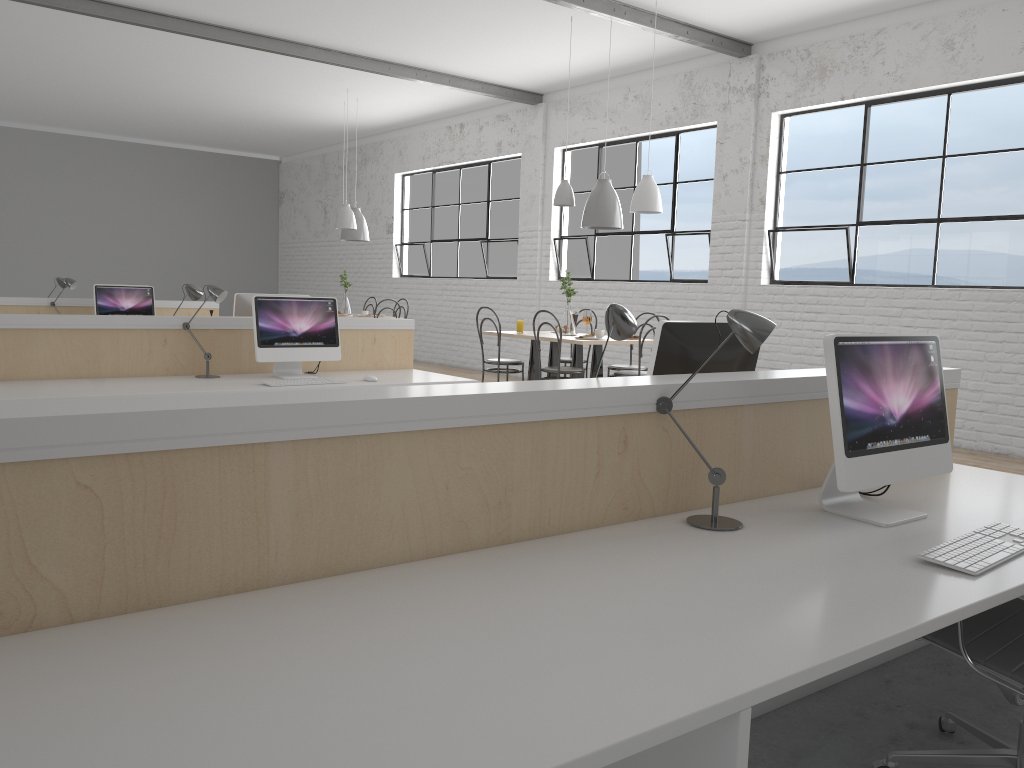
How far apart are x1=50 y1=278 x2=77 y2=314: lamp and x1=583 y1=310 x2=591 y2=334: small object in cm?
357

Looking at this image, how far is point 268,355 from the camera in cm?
391

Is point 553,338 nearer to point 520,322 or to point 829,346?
point 520,322

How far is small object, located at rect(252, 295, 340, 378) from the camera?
3.91m

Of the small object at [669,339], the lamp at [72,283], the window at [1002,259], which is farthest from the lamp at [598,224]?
the lamp at [72,283]

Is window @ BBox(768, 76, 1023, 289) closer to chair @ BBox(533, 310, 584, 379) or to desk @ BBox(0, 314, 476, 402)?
chair @ BBox(533, 310, 584, 379)

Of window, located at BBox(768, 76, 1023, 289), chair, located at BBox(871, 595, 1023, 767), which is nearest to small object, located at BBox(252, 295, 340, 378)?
chair, located at BBox(871, 595, 1023, 767)

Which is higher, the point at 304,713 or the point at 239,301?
the point at 239,301

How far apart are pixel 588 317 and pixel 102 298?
3.43m

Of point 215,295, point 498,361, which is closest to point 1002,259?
point 498,361
